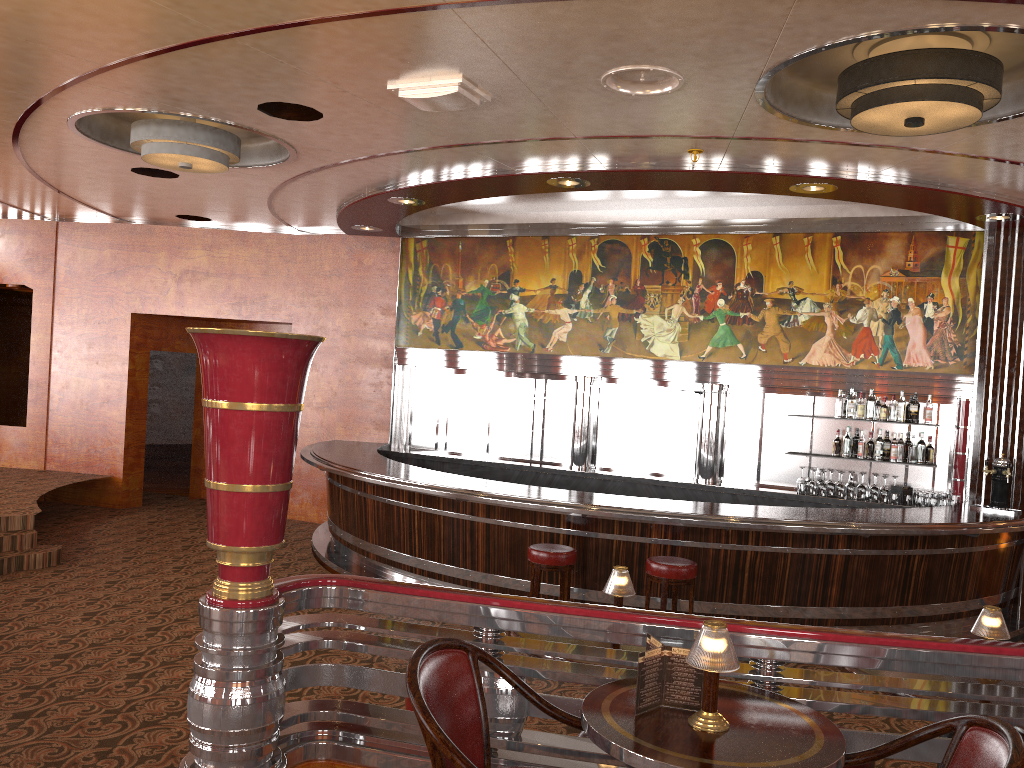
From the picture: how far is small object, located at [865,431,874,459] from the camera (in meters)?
8.56

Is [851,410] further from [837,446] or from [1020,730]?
[1020,730]

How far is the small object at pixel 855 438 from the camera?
11.61m

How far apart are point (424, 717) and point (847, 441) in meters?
7.4

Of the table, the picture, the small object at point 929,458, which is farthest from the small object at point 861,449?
the table

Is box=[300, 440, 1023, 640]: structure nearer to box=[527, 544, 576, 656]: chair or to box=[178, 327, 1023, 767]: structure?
box=[527, 544, 576, 656]: chair

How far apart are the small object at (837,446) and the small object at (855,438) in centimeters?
320cm

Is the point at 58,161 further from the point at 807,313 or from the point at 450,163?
the point at 807,313

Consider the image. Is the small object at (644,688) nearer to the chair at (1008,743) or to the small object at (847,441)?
the chair at (1008,743)

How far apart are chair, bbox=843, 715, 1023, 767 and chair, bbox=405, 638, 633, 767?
0.7m
